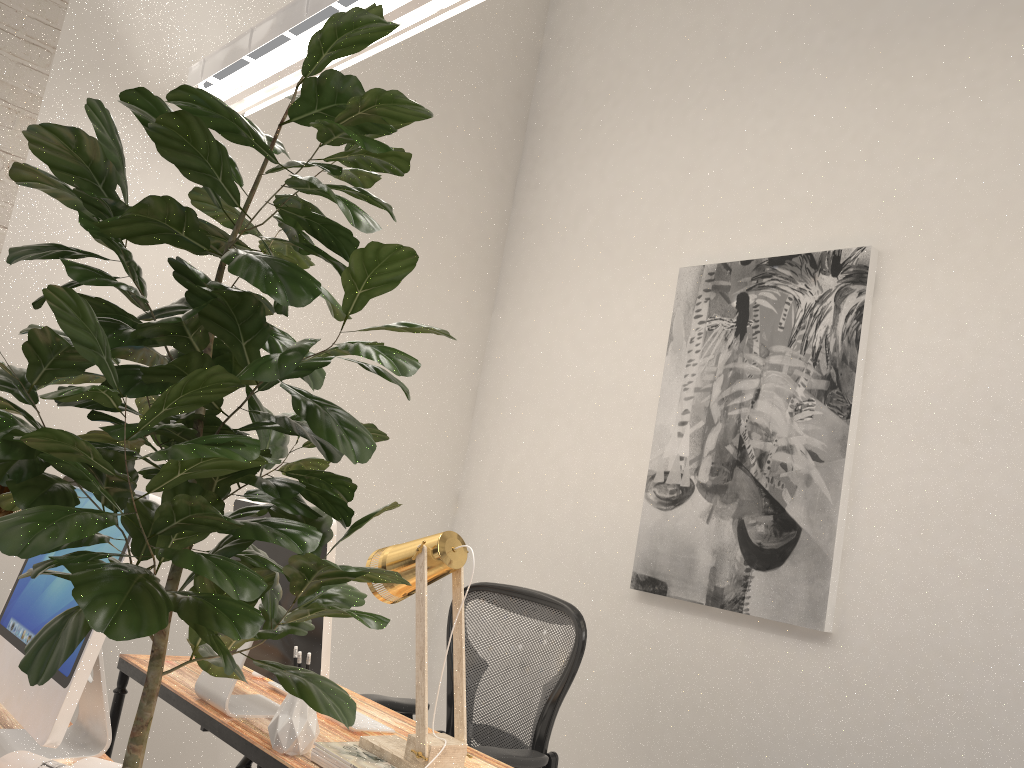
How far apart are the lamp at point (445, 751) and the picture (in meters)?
1.26

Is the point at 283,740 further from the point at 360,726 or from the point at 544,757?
the point at 544,757

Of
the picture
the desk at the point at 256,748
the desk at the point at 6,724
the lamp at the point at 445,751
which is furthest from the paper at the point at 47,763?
the picture

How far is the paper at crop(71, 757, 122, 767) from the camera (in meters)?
1.37

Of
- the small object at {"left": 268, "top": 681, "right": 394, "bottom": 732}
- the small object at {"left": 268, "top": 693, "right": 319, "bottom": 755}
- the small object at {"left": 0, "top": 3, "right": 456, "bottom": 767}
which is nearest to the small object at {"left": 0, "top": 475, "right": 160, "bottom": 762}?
the small object at {"left": 268, "top": 693, "right": 319, "bottom": 755}

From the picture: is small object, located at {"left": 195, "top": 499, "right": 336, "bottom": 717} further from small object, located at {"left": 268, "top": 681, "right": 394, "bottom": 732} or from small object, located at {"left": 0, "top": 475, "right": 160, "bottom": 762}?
small object, located at {"left": 0, "top": 475, "right": 160, "bottom": 762}

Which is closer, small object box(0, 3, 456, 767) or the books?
small object box(0, 3, 456, 767)

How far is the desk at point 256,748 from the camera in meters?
1.9 m

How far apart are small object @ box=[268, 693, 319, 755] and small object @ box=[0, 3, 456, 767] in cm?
90

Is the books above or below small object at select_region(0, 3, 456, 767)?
below
